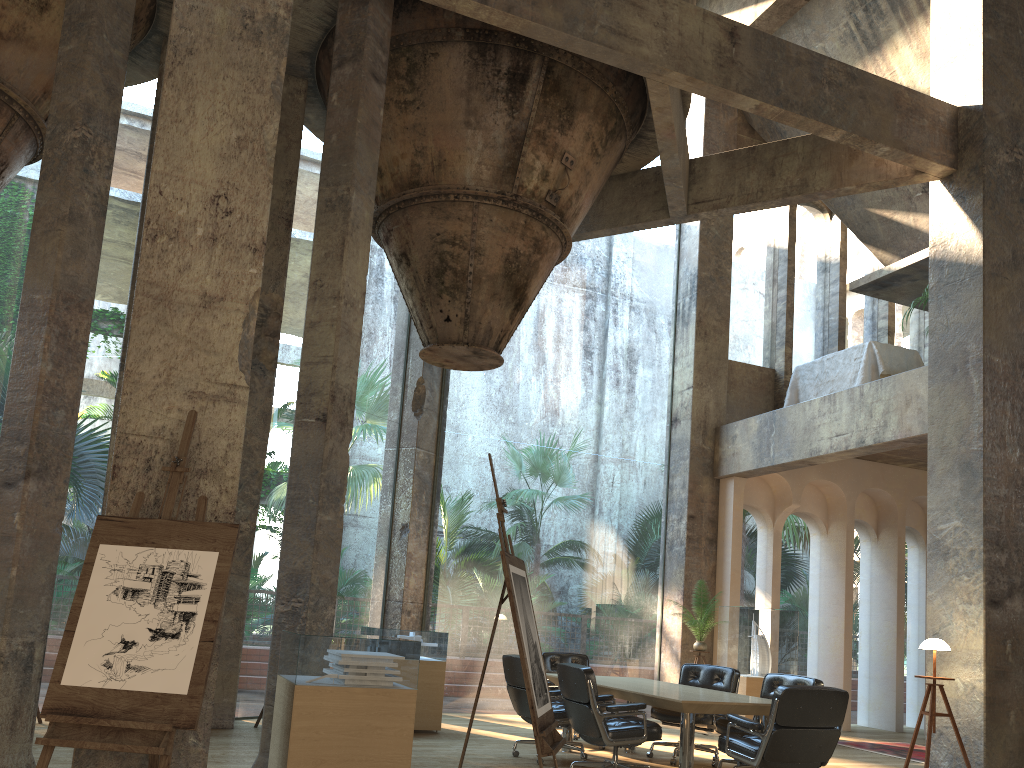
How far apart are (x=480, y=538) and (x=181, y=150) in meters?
45.7 m

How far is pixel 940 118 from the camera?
8.61m

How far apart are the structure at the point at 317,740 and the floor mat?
5.8m

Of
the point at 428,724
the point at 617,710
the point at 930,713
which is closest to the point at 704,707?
the point at 617,710

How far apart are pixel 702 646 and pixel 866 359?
4.0m

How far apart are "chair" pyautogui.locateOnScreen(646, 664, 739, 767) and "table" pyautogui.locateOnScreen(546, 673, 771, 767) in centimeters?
24cm

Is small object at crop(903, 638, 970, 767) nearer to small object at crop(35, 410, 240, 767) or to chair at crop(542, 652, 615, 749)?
chair at crop(542, 652, 615, 749)

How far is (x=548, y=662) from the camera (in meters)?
8.83

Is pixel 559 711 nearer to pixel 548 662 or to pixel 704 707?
pixel 704 707

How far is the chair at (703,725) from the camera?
7.7 meters
